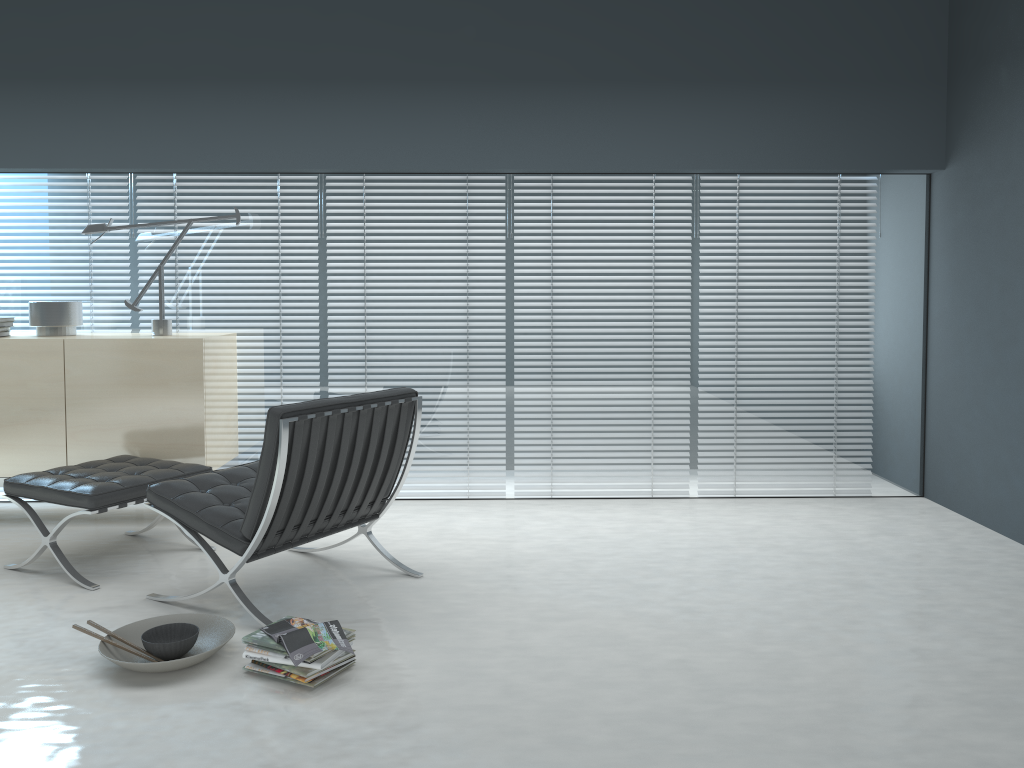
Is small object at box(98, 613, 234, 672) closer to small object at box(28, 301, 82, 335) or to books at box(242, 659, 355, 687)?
books at box(242, 659, 355, 687)

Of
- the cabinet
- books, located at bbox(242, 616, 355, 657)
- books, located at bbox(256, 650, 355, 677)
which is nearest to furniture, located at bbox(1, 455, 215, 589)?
the cabinet

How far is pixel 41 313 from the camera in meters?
4.3 m

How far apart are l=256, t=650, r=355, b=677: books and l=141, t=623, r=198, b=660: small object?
0.4 meters

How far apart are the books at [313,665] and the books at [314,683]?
0.0 meters

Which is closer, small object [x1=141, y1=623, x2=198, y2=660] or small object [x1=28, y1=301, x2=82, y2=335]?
small object [x1=141, y1=623, x2=198, y2=660]

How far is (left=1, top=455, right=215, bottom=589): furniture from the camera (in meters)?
3.34

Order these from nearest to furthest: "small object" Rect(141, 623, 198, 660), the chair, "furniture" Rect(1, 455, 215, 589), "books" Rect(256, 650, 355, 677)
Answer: "books" Rect(256, 650, 355, 677), "small object" Rect(141, 623, 198, 660), the chair, "furniture" Rect(1, 455, 215, 589)

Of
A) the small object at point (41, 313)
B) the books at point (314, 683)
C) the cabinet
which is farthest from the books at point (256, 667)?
the small object at point (41, 313)

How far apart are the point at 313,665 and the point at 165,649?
0.5m
